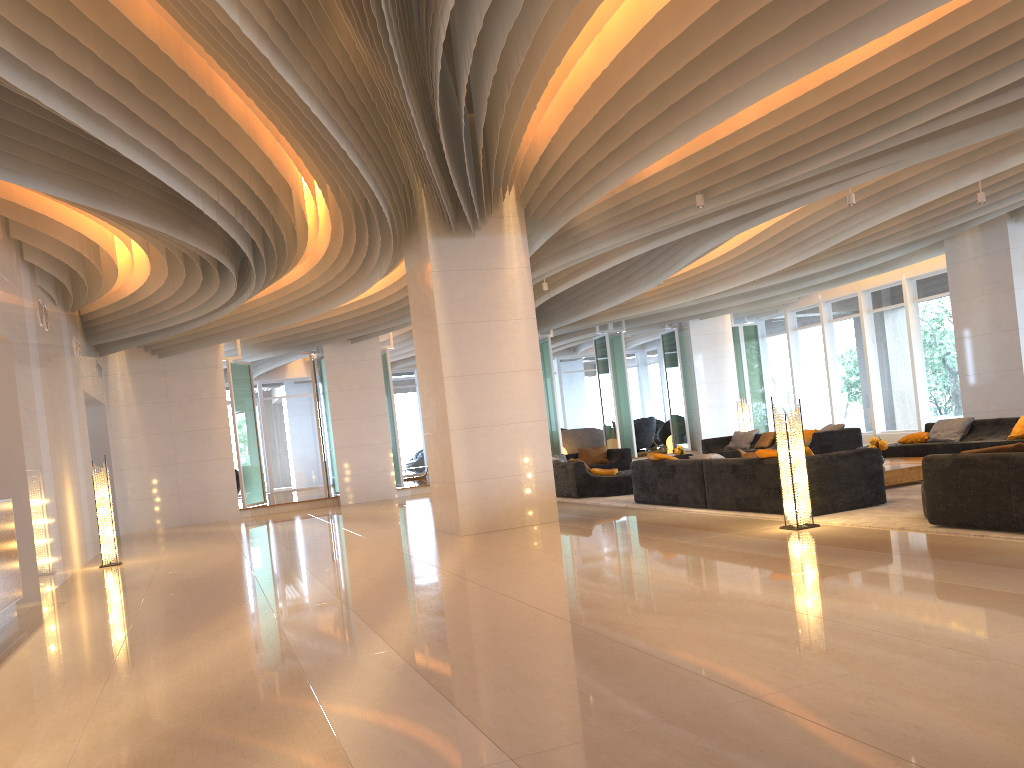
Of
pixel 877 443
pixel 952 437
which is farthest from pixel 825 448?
pixel 877 443

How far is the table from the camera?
10.2m

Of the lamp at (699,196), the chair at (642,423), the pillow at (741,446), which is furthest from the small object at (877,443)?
the chair at (642,423)

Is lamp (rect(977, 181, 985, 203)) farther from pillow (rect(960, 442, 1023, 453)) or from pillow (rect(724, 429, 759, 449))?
pillow (rect(724, 429, 759, 449))

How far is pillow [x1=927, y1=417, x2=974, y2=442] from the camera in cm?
1262

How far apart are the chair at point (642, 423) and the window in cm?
370

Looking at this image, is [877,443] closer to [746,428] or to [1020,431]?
[1020,431]

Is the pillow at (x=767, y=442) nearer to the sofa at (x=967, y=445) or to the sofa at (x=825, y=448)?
the sofa at (x=825, y=448)

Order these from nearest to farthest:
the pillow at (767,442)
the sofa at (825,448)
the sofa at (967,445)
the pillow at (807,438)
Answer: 1. the sofa at (967,445)
2. the sofa at (825,448)
3. the pillow at (807,438)
4. the pillow at (767,442)

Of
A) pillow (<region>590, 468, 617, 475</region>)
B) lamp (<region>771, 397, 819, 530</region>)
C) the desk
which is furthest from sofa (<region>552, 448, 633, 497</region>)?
the desk
